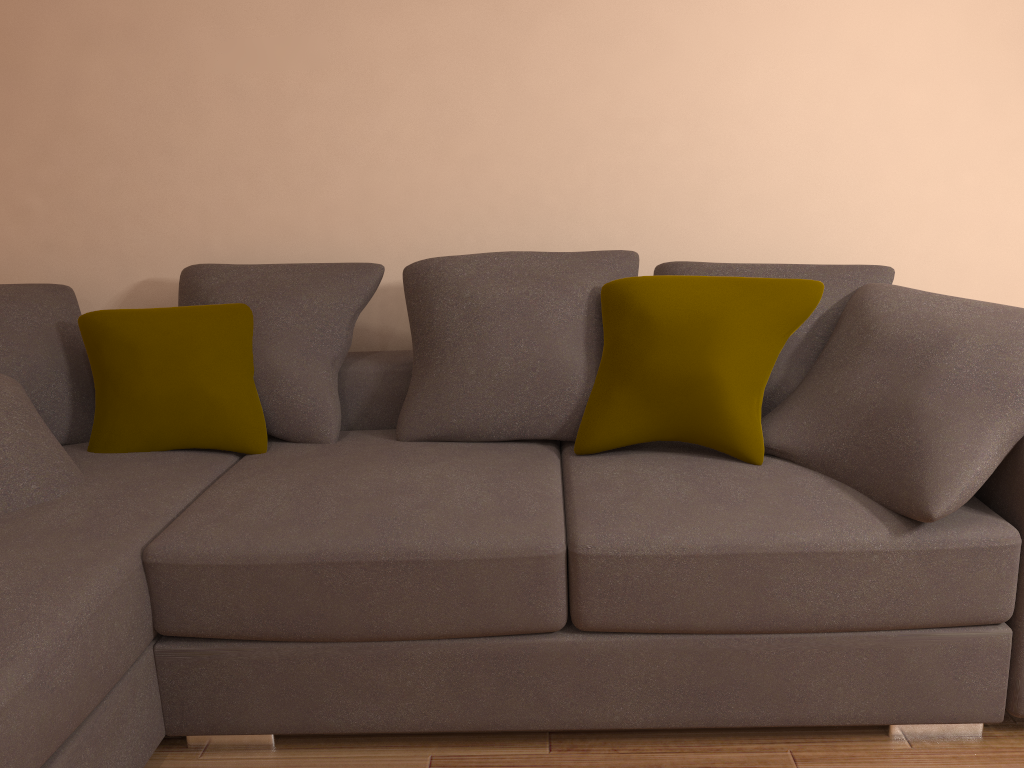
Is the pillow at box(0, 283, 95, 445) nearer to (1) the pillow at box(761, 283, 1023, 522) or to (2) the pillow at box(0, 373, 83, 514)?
(2) the pillow at box(0, 373, 83, 514)

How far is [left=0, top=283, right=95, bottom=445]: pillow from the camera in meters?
2.8 m

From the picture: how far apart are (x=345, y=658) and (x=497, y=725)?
0.40m

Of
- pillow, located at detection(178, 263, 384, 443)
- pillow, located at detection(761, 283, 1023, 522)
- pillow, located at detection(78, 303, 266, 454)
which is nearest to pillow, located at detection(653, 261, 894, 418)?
pillow, located at detection(761, 283, 1023, 522)

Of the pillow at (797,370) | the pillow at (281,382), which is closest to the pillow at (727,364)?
the pillow at (797,370)

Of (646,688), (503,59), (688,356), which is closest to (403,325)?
(503,59)

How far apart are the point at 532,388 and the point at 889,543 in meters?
1.1

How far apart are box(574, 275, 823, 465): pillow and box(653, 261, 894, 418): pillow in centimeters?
16cm

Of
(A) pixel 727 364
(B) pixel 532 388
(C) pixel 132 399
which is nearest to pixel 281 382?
(C) pixel 132 399

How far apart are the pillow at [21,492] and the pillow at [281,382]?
0.58m
